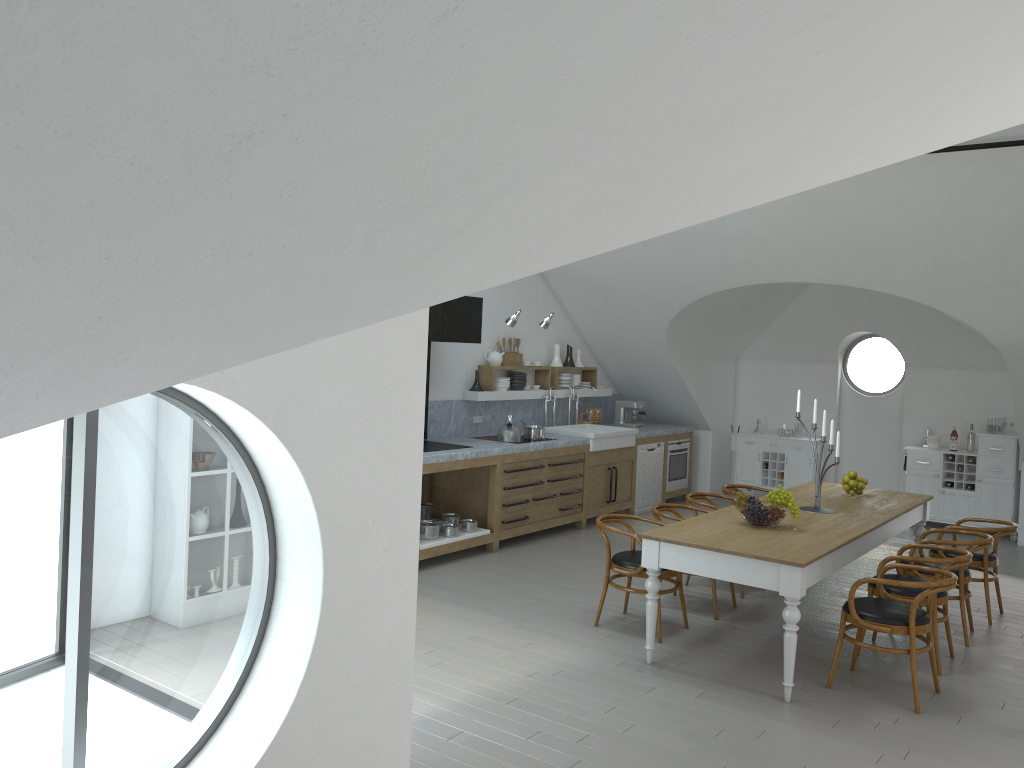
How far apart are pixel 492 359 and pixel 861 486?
3.90m

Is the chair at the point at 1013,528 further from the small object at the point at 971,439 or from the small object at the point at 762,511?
the small object at the point at 971,439

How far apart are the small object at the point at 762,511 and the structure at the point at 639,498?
4.6m

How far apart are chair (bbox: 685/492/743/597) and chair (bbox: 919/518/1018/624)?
1.69m

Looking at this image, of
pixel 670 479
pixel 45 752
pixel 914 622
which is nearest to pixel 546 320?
pixel 670 479

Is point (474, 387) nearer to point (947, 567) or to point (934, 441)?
point (947, 567)

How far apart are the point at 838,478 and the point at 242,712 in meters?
9.9

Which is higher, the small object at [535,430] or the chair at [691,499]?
the small object at [535,430]

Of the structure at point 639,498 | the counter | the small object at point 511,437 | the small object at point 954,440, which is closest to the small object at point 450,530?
the counter

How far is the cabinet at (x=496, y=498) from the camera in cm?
820
